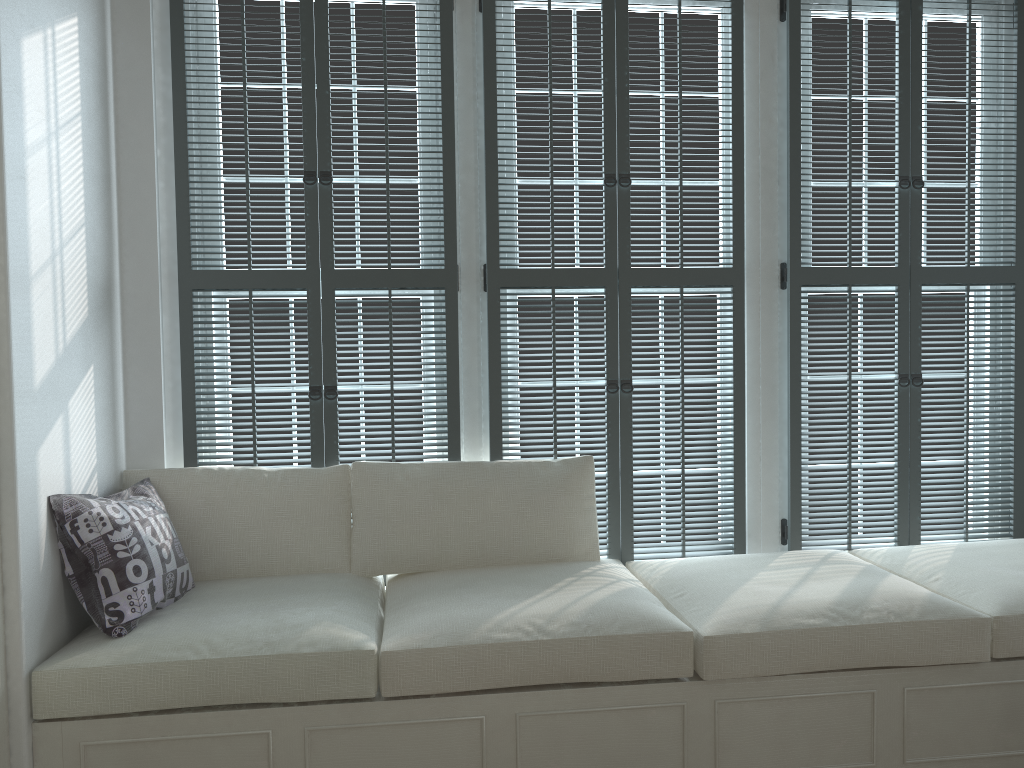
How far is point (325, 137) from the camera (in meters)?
2.77

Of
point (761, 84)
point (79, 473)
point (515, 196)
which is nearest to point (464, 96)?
point (515, 196)

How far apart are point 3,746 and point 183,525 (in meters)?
0.80

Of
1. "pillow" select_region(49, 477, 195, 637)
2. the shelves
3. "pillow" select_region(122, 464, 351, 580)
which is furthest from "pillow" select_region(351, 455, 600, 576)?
the shelves

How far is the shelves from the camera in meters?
2.0 m

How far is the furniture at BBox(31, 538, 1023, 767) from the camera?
2.06m

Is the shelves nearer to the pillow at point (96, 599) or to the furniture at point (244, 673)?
the furniture at point (244, 673)

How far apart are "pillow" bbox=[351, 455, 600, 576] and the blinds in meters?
0.0 m

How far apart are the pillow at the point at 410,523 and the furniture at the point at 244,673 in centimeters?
4cm

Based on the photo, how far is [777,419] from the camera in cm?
305
